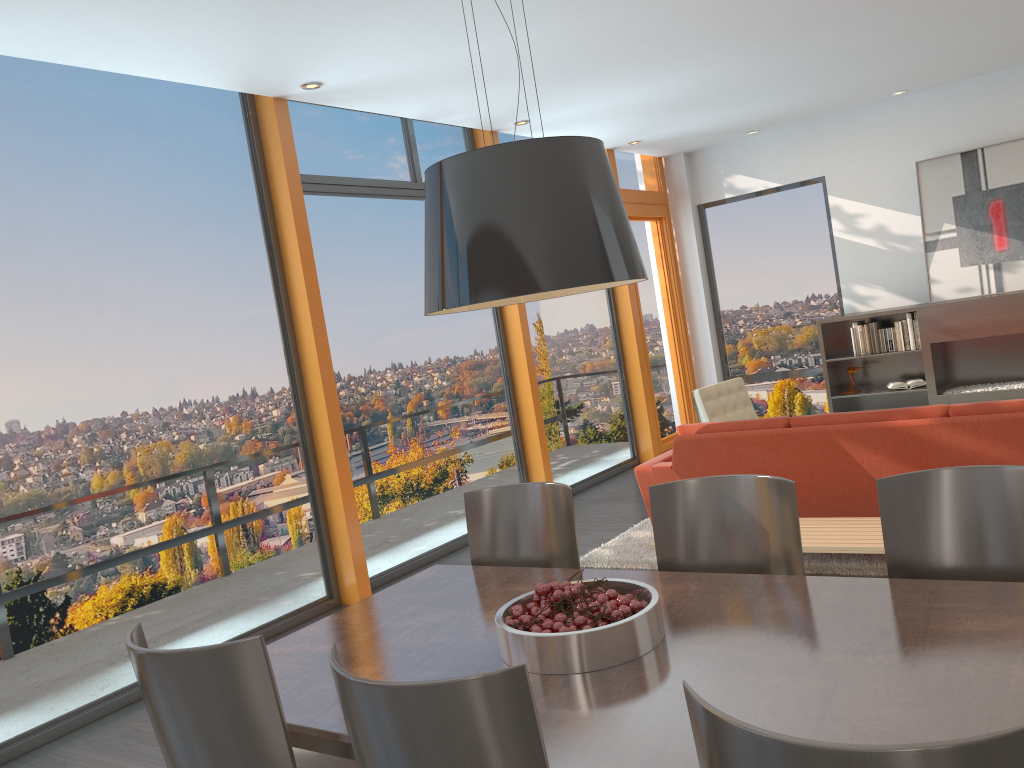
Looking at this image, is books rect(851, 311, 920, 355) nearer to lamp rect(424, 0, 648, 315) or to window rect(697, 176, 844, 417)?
window rect(697, 176, 844, 417)

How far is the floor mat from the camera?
4.64m

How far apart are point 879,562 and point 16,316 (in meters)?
4.47

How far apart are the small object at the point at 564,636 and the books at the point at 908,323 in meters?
6.7

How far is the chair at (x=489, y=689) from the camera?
1.50m

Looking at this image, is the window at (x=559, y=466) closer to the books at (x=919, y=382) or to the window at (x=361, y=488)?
the window at (x=361, y=488)

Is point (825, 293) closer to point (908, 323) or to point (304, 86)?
point (908, 323)

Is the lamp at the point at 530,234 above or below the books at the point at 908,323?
above

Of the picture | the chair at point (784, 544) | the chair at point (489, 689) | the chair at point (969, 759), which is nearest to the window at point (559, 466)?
the picture

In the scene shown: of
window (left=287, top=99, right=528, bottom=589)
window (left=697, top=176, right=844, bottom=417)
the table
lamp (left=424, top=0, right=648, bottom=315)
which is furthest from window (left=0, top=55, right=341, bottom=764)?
window (left=697, top=176, right=844, bottom=417)
